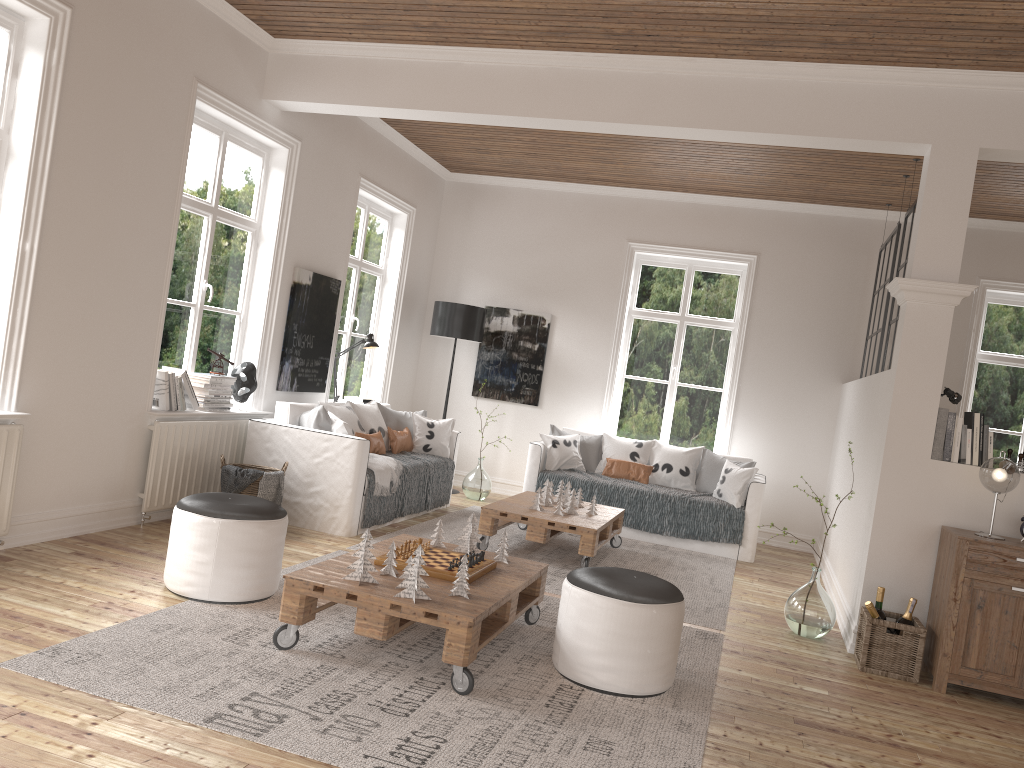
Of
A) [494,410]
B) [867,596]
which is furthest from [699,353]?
[867,596]

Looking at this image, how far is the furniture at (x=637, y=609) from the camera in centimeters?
346cm

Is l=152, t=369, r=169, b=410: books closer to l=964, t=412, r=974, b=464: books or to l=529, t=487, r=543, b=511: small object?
l=529, t=487, r=543, b=511: small object

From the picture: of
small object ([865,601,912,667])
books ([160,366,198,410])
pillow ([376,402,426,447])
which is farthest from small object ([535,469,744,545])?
books ([160,366,198,410])

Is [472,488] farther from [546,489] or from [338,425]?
[338,425]

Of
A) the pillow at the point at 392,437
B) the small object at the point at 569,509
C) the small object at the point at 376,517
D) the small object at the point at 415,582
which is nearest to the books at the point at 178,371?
the small object at the point at 376,517

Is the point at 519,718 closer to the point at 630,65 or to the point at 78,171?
the point at 78,171

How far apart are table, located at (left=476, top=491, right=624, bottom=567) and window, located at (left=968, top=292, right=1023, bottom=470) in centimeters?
353cm

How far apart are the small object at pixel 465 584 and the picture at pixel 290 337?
3.4m

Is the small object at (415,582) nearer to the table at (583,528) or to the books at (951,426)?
the table at (583,528)
